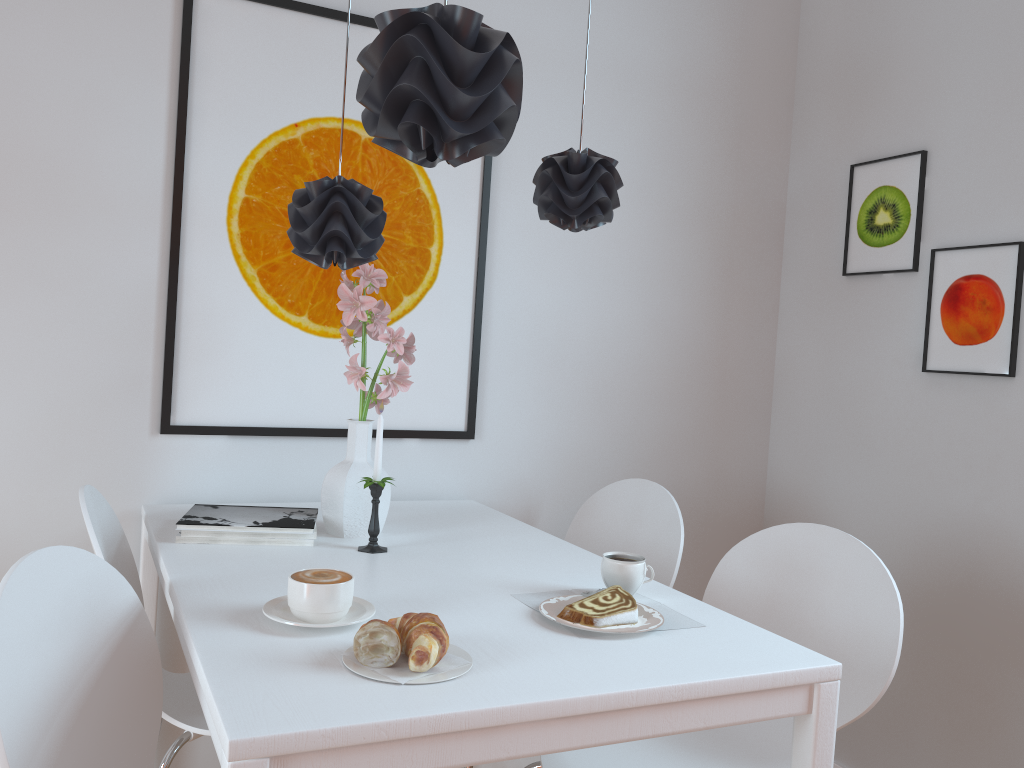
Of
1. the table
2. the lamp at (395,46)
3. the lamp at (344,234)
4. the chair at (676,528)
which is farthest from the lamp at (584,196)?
the chair at (676,528)

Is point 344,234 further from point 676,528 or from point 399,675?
point 676,528

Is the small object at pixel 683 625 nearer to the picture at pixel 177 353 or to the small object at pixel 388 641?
the small object at pixel 388 641

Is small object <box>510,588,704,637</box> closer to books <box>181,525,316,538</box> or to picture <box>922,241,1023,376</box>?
books <box>181,525,316,538</box>

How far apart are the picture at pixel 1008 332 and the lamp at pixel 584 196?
1.1m

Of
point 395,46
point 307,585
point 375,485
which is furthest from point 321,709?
point 395,46

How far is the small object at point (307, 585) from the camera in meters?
1.2

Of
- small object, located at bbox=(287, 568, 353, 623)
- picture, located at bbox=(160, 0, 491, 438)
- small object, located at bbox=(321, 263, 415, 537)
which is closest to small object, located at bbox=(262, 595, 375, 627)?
small object, located at bbox=(287, 568, 353, 623)

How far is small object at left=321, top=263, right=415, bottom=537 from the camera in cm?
181

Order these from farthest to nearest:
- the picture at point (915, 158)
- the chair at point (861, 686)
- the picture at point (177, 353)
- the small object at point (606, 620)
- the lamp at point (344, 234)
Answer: the picture at point (915, 158) < the picture at point (177, 353) < the chair at point (861, 686) < the lamp at point (344, 234) < the small object at point (606, 620)
